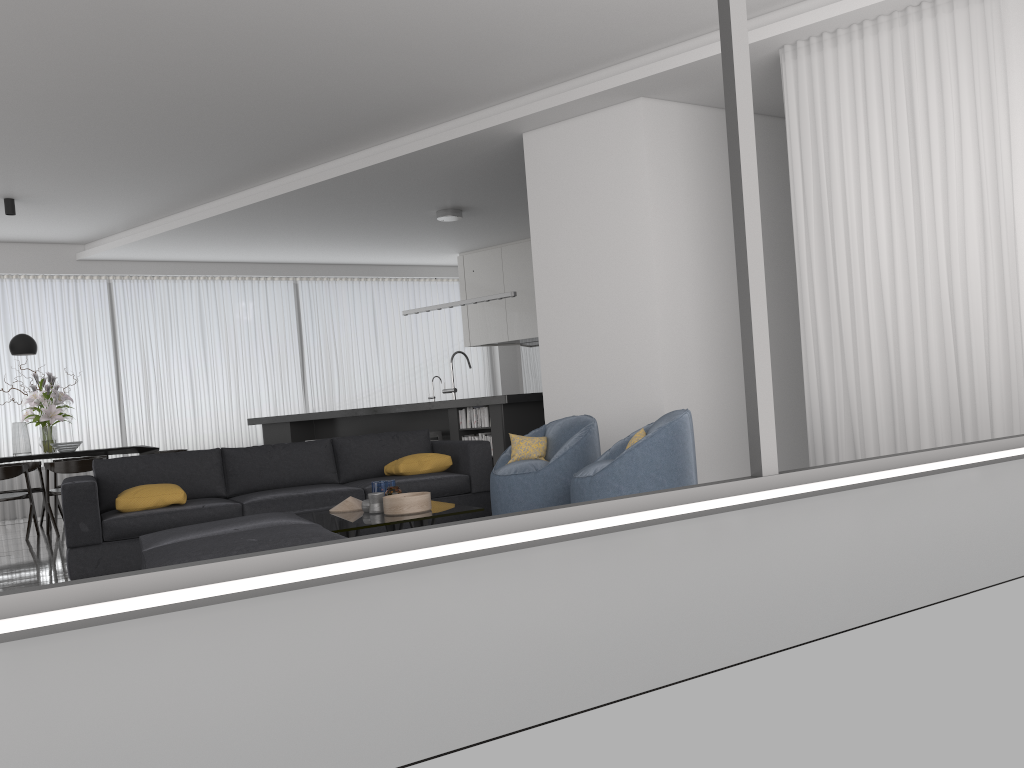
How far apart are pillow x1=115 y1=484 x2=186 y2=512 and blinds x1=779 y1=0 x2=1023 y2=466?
4.1m

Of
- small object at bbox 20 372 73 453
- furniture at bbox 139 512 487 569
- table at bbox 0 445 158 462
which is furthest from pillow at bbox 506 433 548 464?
small object at bbox 20 372 73 453

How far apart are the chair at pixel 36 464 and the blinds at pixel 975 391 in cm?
804

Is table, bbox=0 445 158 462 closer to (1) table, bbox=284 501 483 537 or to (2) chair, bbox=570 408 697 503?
(1) table, bbox=284 501 483 537

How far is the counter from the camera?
8.0m

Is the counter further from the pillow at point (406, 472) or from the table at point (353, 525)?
the table at point (353, 525)

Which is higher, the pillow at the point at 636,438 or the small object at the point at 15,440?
the small object at the point at 15,440

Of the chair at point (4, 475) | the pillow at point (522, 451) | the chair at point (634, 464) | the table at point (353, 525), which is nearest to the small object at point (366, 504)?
the table at point (353, 525)

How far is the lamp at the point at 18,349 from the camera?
8.84m

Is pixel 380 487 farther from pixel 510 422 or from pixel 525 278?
pixel 525 278
